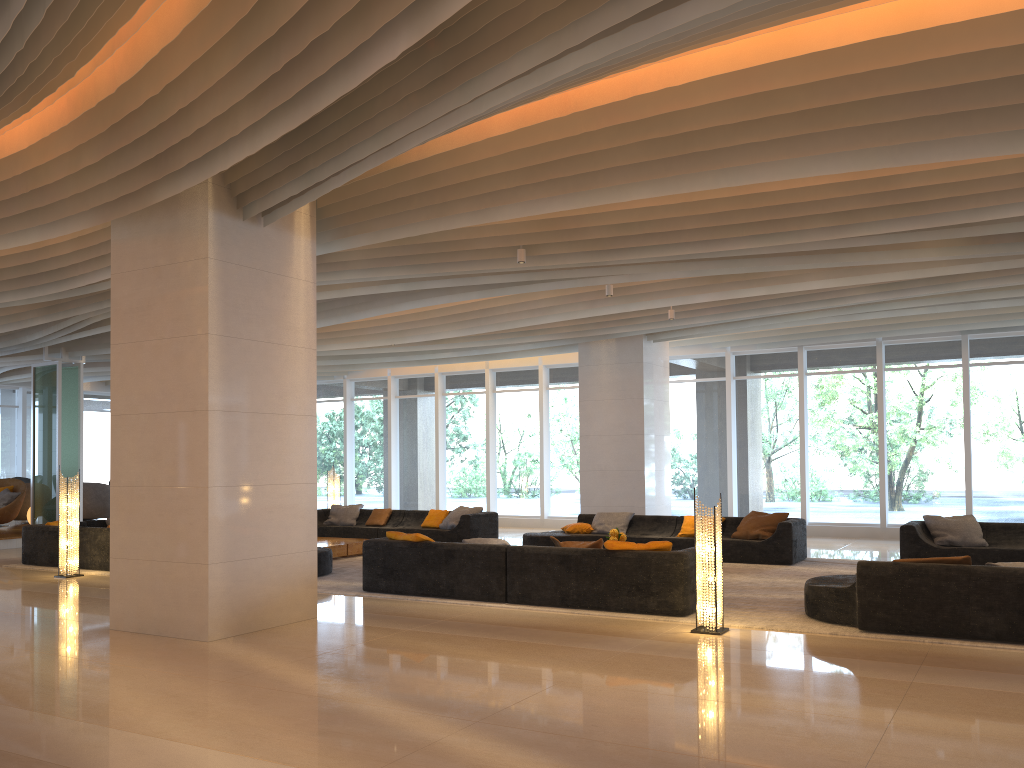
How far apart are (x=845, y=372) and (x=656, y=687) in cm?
1194

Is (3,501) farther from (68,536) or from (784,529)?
(784,529)

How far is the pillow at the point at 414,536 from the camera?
9.4 meters

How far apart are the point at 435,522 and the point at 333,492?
3.11m

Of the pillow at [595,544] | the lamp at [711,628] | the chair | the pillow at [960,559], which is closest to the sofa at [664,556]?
the pillow at [595,544]

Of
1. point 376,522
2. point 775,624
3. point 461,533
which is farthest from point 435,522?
point 775,624

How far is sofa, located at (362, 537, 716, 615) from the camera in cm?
803

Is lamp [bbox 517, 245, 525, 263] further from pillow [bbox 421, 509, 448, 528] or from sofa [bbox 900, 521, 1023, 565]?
pillow [bbox 421, 509, 448, 528]

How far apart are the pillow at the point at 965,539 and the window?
4.22m

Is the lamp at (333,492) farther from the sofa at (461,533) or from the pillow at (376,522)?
the pillow at (376,522)
